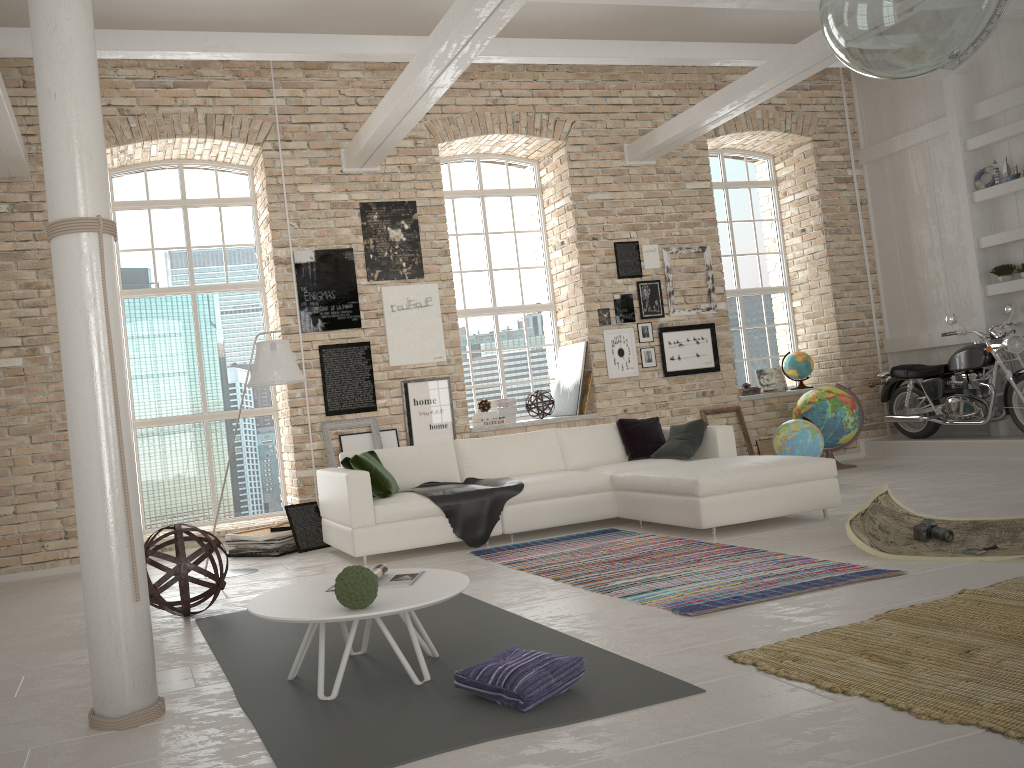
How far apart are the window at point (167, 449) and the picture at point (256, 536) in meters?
1.1 m

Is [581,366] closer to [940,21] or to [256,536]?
[256,536]

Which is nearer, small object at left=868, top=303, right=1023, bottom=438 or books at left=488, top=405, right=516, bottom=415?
Answer: small object at left=868, top=303, right=1023, bottom=438

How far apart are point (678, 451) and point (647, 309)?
2.7m

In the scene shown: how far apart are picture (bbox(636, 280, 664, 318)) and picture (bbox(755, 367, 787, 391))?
2.0m

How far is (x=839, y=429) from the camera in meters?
9.0

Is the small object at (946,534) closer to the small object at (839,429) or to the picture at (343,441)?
the small object at (839,429)

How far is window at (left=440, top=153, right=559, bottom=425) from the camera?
9.7m

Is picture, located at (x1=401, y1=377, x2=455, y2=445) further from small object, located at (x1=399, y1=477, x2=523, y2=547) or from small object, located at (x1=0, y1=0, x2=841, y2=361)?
small object, located at (x1=0, y1=0, x2=841, y2=361)

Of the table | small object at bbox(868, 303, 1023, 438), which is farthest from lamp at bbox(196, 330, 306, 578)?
small object at bbox(868, 303, 1023, 438)
